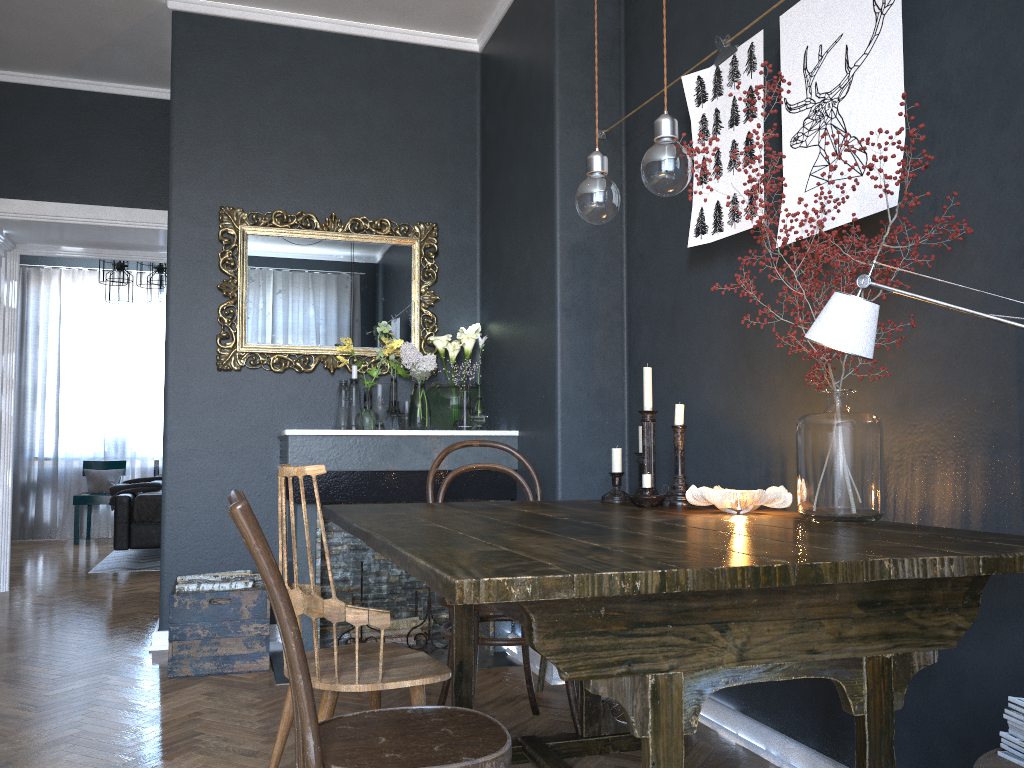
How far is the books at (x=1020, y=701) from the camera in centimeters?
123cm

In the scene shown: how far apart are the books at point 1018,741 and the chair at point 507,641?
1.5m

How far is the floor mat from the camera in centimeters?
675cm

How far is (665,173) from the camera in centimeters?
186cm

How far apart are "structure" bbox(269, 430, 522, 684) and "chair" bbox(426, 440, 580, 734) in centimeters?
70cm

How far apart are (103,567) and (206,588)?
3.66m

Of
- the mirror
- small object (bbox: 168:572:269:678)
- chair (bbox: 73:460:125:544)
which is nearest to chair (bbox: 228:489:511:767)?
small object (bbox: 168:572:269:678)

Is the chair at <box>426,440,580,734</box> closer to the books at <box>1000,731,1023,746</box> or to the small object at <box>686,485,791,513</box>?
the small object at <box>686,485,791,513</box>

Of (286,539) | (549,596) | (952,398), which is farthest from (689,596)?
(286,539)

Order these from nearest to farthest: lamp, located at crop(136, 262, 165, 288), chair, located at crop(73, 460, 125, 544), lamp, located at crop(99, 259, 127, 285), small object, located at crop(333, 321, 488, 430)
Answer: small object, located at crop(333, 321, 488, 430) < lamp, located at crop(136, 262, 165, 288) < lamp, located at crop(99, 259, 127, 285) < chair, located at crop(73, 460, 125, 544)
